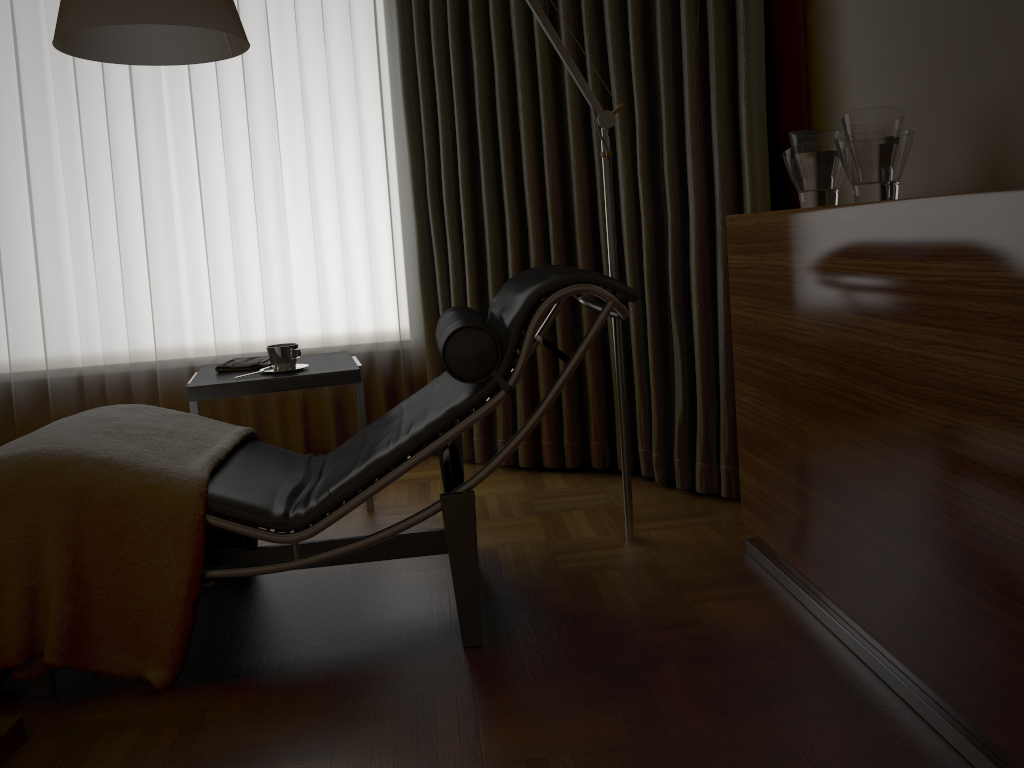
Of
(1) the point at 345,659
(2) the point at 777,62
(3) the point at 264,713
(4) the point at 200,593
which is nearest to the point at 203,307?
A: (4) the point at 200,593

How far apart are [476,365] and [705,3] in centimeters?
152cm

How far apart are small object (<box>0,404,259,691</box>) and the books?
0.12m

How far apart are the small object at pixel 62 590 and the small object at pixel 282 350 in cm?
36

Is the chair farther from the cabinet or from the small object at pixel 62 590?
the cabinet

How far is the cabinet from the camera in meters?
1.3

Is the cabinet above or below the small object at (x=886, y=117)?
below

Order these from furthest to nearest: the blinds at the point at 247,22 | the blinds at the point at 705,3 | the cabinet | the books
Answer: the blinds at the point at 247,22
the blinds at the point at 705,3
the books
the cabinet

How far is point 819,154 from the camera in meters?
2.0

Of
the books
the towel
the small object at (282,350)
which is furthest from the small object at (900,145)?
the books
